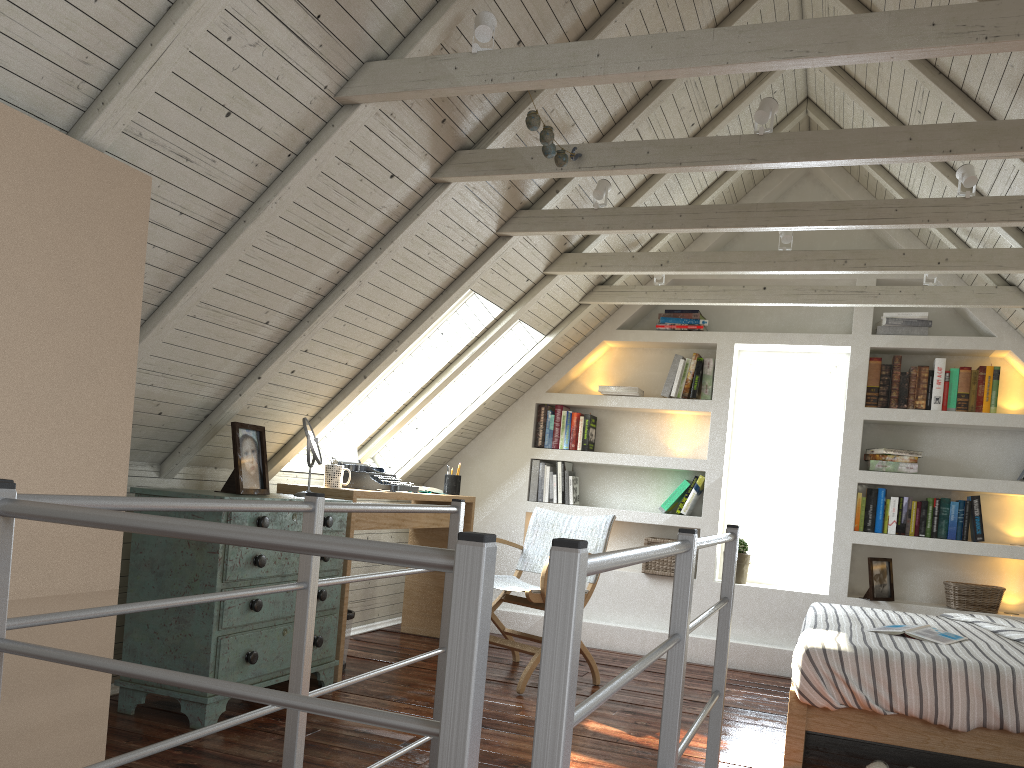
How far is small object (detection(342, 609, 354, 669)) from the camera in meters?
3.8

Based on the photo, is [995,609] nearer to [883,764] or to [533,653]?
[883,764]

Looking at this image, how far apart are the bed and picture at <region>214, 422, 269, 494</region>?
2.0m

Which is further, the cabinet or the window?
the window

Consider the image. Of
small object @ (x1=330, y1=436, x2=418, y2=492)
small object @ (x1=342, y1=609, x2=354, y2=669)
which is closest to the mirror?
small object @ (x1=330, y1=436, x2=418, y2=492)

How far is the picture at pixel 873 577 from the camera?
4.5 meters

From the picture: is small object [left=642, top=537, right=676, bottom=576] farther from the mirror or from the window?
the mirror

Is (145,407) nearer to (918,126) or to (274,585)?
(274,585)

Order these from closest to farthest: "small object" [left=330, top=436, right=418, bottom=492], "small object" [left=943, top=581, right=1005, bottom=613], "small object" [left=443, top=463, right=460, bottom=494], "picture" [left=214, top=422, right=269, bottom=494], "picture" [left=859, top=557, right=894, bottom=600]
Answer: "picture" [left=214, top=422, right=269, bottom=494] < "small object" [left=330, top=436, right=418, bottom=492] < "small object" [left=943, top=581, right=1005, bottom=613] < "picture" [left=859, top=557, right=894, bottom=600] < "small object" [left=443, top=463, right=460, bottom=494]

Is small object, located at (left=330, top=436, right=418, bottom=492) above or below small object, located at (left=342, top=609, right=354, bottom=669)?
above
